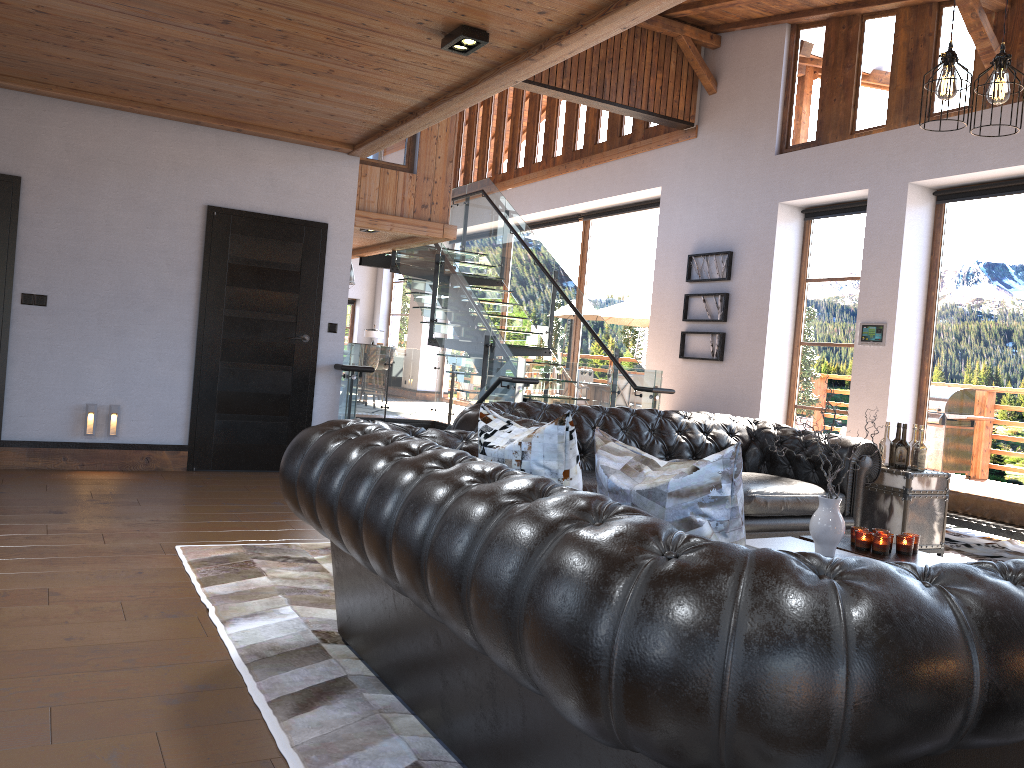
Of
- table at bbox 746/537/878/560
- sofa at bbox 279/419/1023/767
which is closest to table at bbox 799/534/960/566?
table at bbox 746/537/878/560

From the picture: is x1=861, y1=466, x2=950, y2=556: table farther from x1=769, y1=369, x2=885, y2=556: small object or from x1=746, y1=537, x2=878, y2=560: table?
x1=769, y1=369, x2=885, y2=556: small object

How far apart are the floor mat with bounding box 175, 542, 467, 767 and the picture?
6.9m

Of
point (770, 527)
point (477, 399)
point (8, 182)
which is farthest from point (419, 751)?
point (477, 399)

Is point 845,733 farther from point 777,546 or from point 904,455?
point 904,455

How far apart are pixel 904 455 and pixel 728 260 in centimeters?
528cm

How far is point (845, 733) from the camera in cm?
131

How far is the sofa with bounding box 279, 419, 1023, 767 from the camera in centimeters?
131cm

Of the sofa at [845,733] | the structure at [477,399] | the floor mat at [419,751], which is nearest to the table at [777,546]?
the sofa at [845,733]

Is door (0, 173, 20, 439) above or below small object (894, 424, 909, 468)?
above
